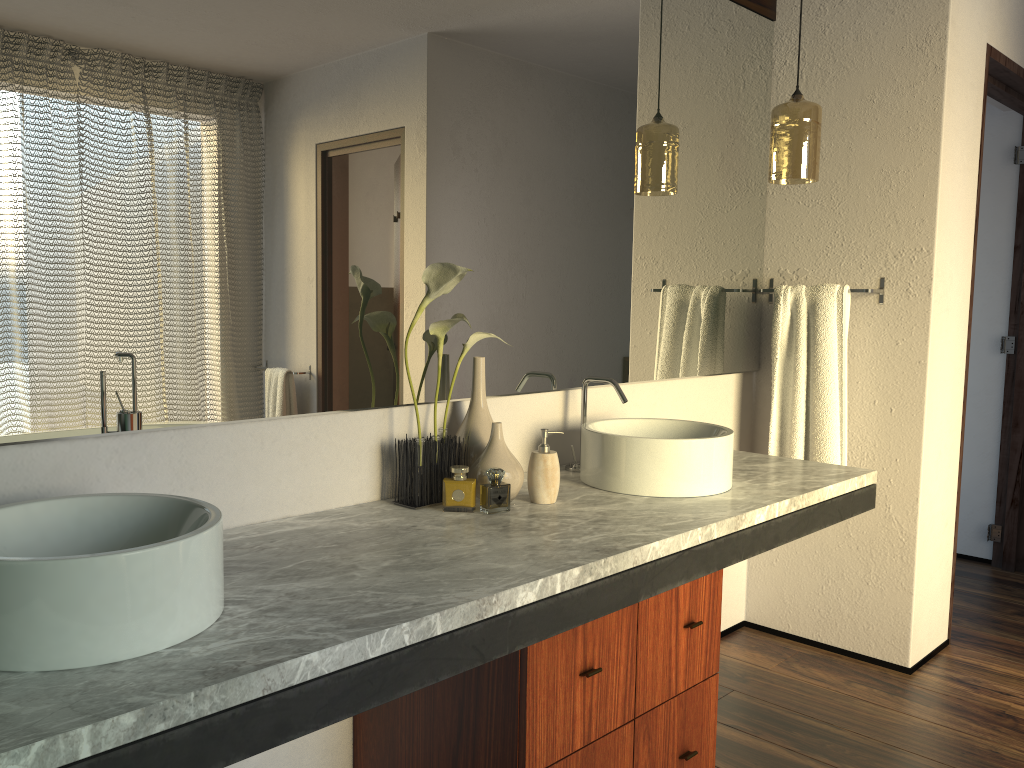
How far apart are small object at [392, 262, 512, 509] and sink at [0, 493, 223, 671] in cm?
58

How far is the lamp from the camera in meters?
2.5

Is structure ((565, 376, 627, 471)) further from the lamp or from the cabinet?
the lamp

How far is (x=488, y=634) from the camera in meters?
1.3 m

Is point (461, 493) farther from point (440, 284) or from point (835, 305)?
point (835, 305)

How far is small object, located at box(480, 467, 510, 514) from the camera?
8.3m

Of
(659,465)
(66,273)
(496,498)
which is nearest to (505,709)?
(659,465)

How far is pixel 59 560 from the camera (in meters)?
0.99

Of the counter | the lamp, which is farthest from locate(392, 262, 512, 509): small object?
the lamp

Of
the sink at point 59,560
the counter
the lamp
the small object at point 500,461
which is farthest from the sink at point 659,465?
the sink at point 59,560
